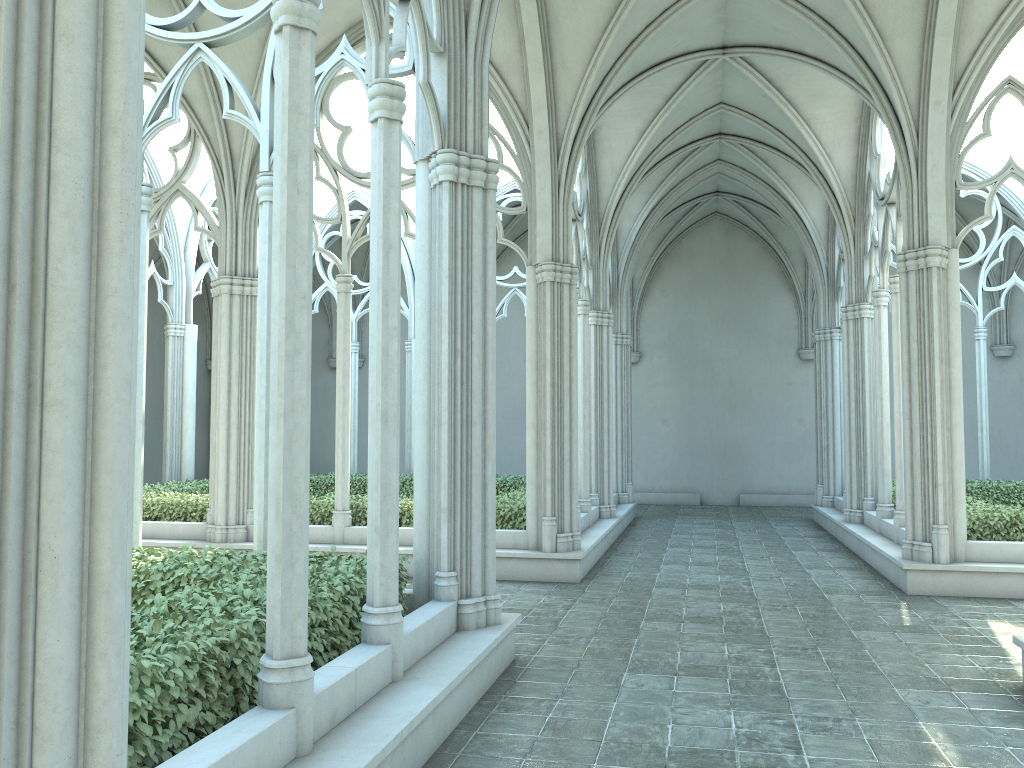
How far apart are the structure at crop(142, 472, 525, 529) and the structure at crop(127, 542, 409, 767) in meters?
5.2

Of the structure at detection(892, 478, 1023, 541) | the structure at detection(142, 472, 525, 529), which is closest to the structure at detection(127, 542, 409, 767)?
the structure at detection(142, 472, 525, 529)

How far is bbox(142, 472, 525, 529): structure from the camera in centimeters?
1215cm

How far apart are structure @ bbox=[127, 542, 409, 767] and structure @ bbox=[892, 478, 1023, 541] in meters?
7.8 m

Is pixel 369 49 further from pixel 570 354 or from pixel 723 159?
pixel 723 159

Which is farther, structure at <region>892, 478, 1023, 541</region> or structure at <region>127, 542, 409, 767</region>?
structure at <region>892, 478, 1023, 541</region>

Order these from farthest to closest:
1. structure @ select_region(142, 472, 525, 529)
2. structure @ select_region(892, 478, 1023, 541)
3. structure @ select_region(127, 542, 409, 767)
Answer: structure @ select_region(142, 472, 525, 529)
structure @ select_region(892, 478, 1023, 541)
structure @ select_region(127, 542, 409, 767)

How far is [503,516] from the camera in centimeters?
1215cm

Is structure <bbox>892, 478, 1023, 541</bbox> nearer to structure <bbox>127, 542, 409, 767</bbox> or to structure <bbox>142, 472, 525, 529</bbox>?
structure <bbox>142, 472, 525, 529</bbox>

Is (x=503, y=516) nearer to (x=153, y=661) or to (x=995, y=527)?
(x=995, y=527)
